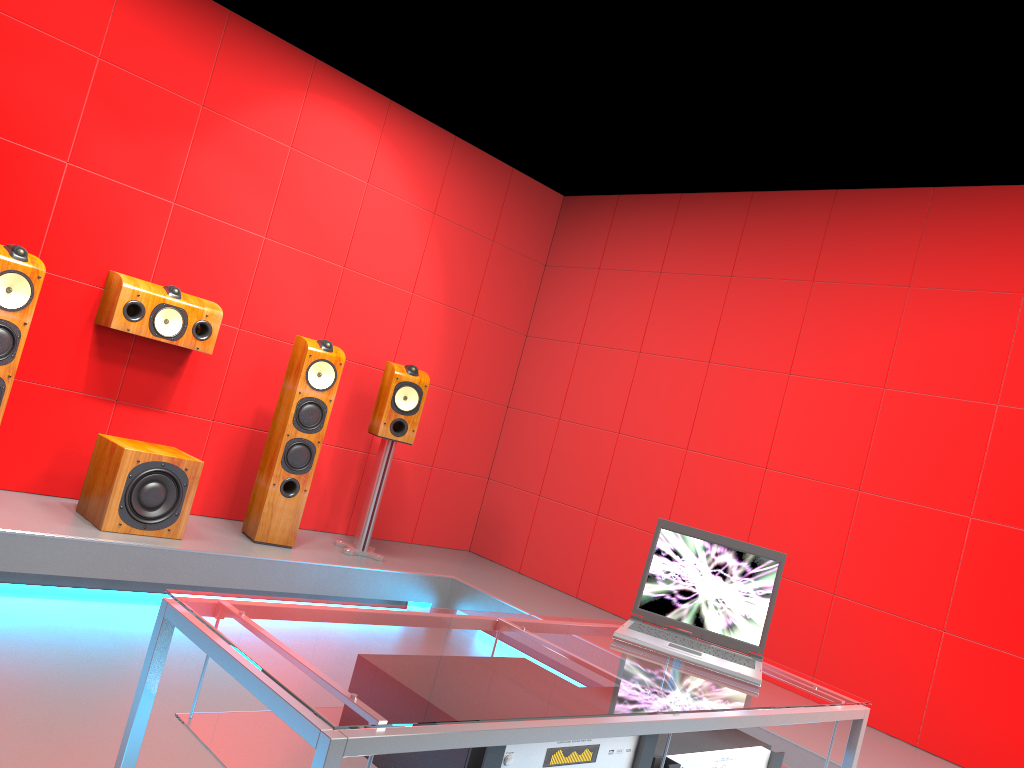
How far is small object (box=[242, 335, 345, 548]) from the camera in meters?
4.3

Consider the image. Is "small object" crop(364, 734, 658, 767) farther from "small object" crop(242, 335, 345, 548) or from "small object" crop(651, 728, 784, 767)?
"small object" crop(242, 335, 345, 548)

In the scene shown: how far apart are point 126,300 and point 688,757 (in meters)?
3.30

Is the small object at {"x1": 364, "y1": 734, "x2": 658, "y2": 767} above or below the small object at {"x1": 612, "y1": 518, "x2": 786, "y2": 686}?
below

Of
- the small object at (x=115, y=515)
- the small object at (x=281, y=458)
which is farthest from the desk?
the small object at (x=281, y=458)

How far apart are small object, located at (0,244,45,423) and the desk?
2.4 meters

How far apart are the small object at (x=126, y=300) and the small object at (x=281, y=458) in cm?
40

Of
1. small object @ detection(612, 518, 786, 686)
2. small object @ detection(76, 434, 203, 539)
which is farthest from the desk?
small object @ detection(76, 434, 203, 539)

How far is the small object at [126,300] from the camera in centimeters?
403cm

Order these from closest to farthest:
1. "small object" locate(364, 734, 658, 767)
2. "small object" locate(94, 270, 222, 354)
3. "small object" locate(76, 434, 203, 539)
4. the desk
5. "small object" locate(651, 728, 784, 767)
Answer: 1. the desk
2. "small object" locate(364, 734, 658, 767)
3. "small object" locate(651, 728, 784, 767)
4. "small object" locate(76, 434, 203, 539)
5. "small object" locate(94, 270, 222, 354)
